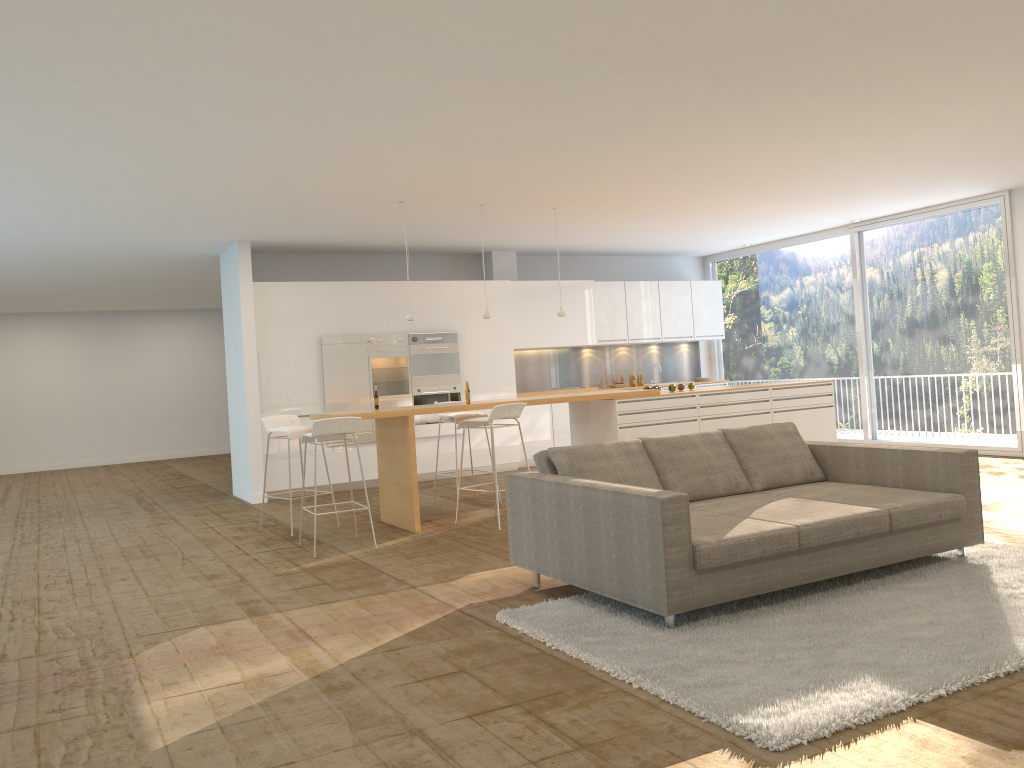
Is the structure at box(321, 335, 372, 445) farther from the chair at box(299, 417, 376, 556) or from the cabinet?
the chair at box(299, 417, 376, 556)

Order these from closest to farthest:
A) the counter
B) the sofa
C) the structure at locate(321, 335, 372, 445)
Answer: the sofa
the counter
the structure at locate(321, 335, 372, 445)

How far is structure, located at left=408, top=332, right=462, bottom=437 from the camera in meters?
11.1 m

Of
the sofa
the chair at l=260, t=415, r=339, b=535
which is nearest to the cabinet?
the chair at l=260, t=415, r=339, b=535

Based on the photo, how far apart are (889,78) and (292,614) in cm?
488

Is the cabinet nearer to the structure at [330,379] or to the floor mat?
A: the structure at [330,379]

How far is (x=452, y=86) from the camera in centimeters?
516cm

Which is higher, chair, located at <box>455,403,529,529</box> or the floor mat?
chair, located at <box>455,403,529,529</box>

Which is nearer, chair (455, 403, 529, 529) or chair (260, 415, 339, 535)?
chair (455, 403, 529, 529)

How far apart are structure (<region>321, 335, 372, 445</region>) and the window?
6.2 meters
